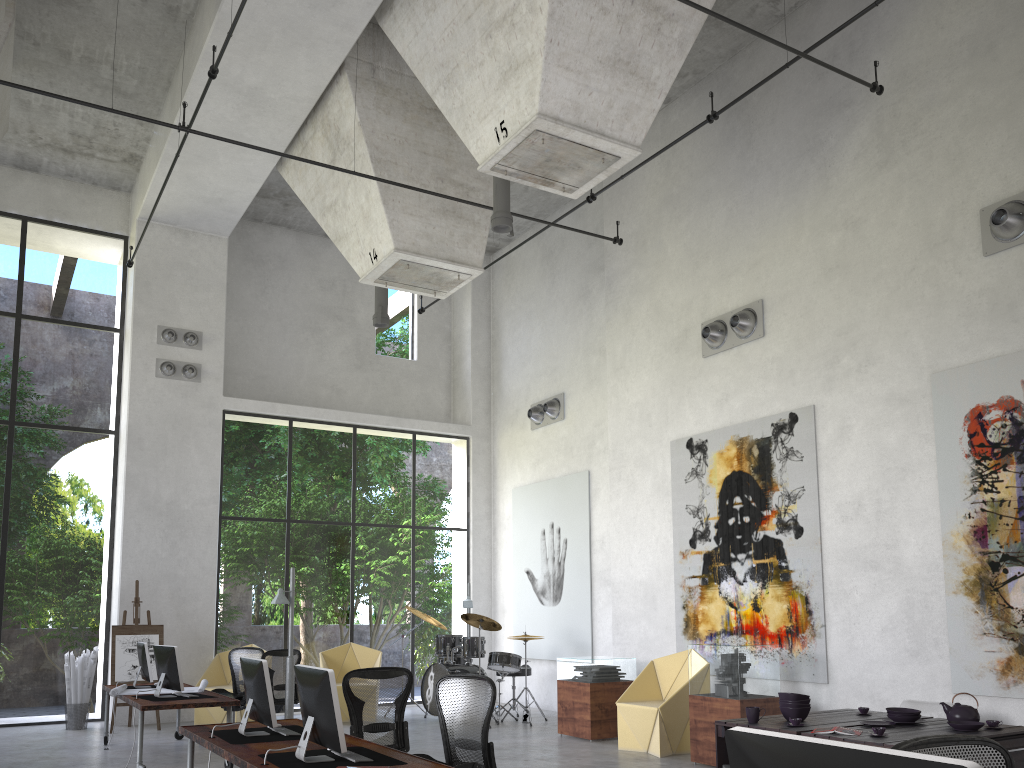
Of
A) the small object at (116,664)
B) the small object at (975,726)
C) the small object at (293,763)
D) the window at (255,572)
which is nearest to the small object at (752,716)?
the small object at (975,726)

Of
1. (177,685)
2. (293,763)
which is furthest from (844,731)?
(177,685)

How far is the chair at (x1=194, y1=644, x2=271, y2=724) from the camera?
12.39m

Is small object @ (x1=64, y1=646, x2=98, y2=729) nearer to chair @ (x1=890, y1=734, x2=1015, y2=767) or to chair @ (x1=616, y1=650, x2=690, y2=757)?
chair @ (x1=616, y1=650, x2=690, y2=757)

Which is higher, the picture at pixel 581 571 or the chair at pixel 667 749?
the picture at pixel 581 571

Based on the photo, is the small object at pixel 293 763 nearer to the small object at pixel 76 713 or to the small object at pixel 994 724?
the small object at pixel 994 724

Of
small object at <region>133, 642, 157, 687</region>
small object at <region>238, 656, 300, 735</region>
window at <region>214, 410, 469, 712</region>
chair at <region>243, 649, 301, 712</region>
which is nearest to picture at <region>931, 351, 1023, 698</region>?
small object at <region>238, 656, 300, 735</region>

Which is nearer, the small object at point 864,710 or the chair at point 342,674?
the small object at point 864,710

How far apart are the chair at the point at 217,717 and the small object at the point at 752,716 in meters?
8.6 m

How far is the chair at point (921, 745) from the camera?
2.68m
